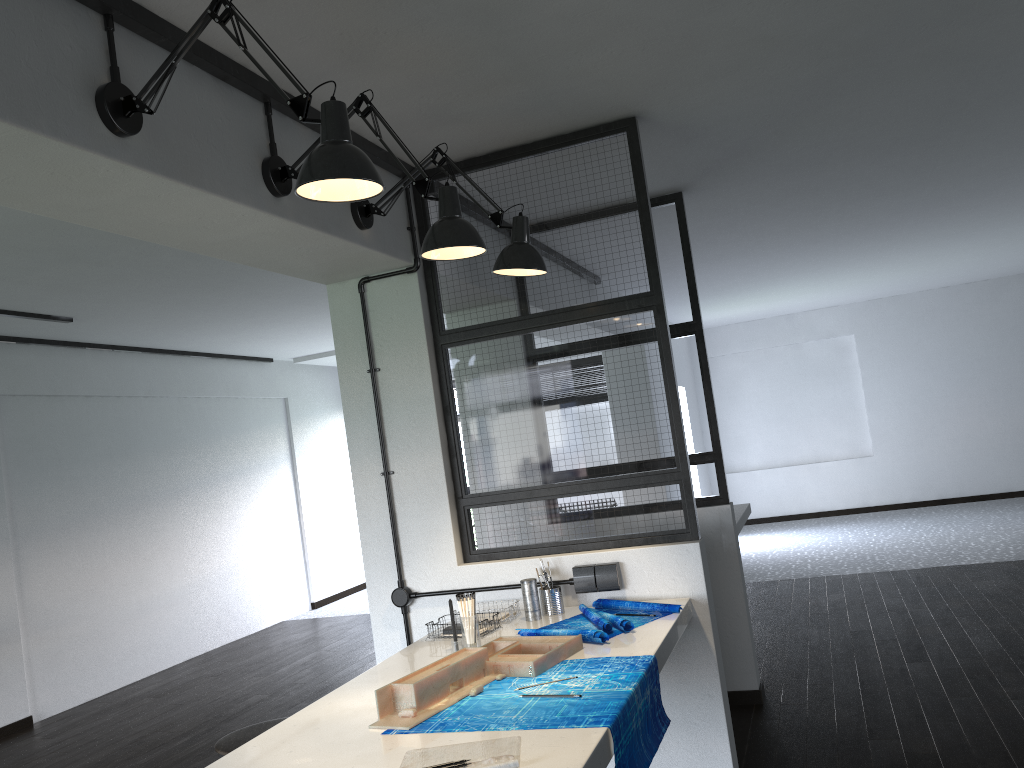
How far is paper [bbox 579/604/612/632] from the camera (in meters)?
2.49

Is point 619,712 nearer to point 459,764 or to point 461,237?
point 459,764

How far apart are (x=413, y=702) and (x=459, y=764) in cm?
39

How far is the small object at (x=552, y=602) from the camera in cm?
285

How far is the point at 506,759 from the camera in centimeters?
159cm

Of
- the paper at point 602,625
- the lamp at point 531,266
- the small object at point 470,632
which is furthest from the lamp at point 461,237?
the paper at point 602,625

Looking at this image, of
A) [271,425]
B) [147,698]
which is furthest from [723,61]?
[271,425]

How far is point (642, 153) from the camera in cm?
301

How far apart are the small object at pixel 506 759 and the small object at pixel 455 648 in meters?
0.7 m

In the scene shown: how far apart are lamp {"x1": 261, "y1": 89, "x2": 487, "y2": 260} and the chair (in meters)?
1.54
